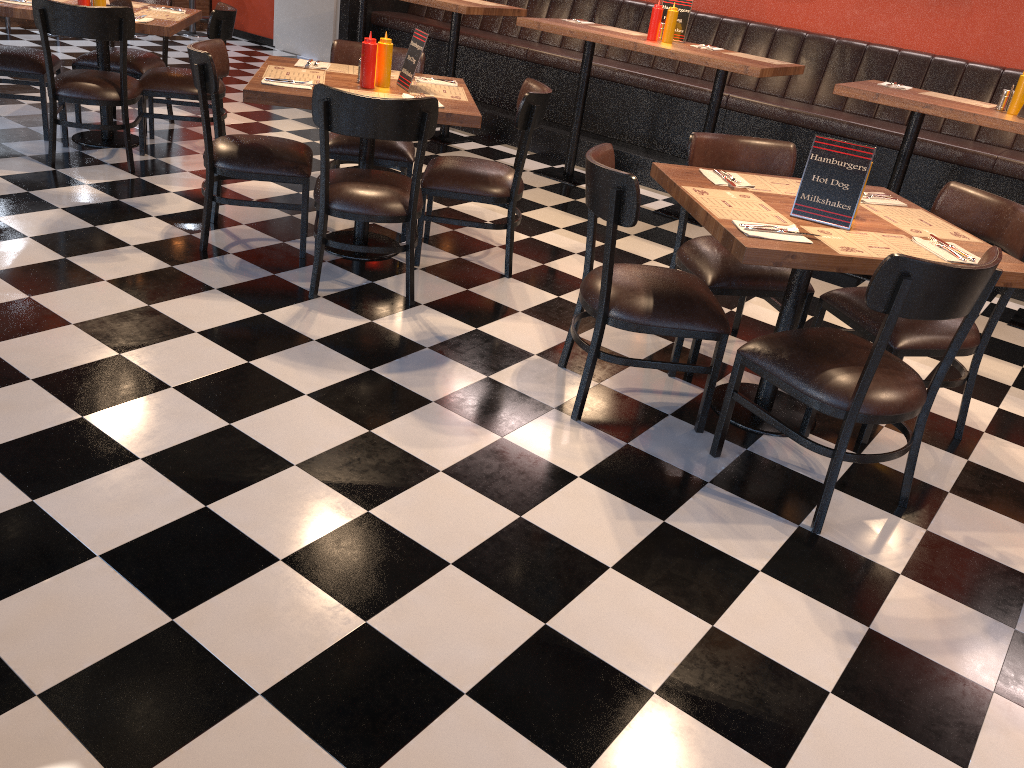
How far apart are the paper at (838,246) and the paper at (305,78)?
2.3m

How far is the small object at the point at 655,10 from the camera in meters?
5.3

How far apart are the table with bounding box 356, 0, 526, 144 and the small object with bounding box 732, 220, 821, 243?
3.88m

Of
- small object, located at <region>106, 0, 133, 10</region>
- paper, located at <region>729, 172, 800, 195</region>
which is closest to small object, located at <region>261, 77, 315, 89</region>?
paper, located at <region>729, 172, 800, 195</region>

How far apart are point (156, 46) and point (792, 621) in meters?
8.6

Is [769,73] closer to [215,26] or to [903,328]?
[903,328]

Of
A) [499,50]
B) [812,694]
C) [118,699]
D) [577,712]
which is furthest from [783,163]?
[499,50]

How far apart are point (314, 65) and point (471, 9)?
2.09m

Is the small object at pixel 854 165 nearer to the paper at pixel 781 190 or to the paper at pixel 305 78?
the paper at pixel 781 190

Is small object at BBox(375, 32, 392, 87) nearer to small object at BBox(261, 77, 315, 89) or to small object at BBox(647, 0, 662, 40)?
small object at BBox(261, 77, 315, 89)
